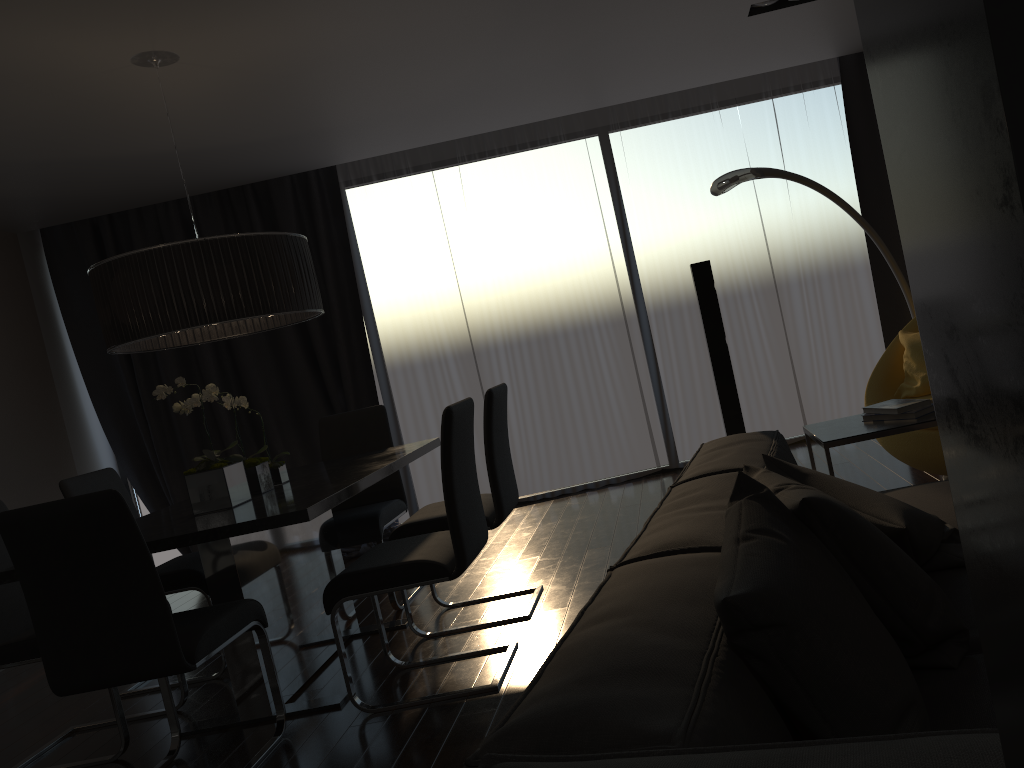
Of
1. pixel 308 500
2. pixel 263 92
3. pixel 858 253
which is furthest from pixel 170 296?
pixel 858 253

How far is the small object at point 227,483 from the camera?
3.3m

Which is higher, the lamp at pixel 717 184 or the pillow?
the lamp at pixel 717 184

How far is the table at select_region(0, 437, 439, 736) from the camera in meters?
2.9 m

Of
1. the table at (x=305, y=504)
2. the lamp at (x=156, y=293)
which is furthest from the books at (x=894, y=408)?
the lamp at (x=156, y=293)

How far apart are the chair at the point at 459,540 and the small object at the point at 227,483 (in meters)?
0.53

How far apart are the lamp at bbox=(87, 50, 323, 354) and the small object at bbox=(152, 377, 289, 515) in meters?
0.2 m

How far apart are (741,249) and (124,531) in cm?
462

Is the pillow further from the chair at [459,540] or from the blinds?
the blinds

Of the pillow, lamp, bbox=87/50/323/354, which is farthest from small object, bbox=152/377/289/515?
the pillow
